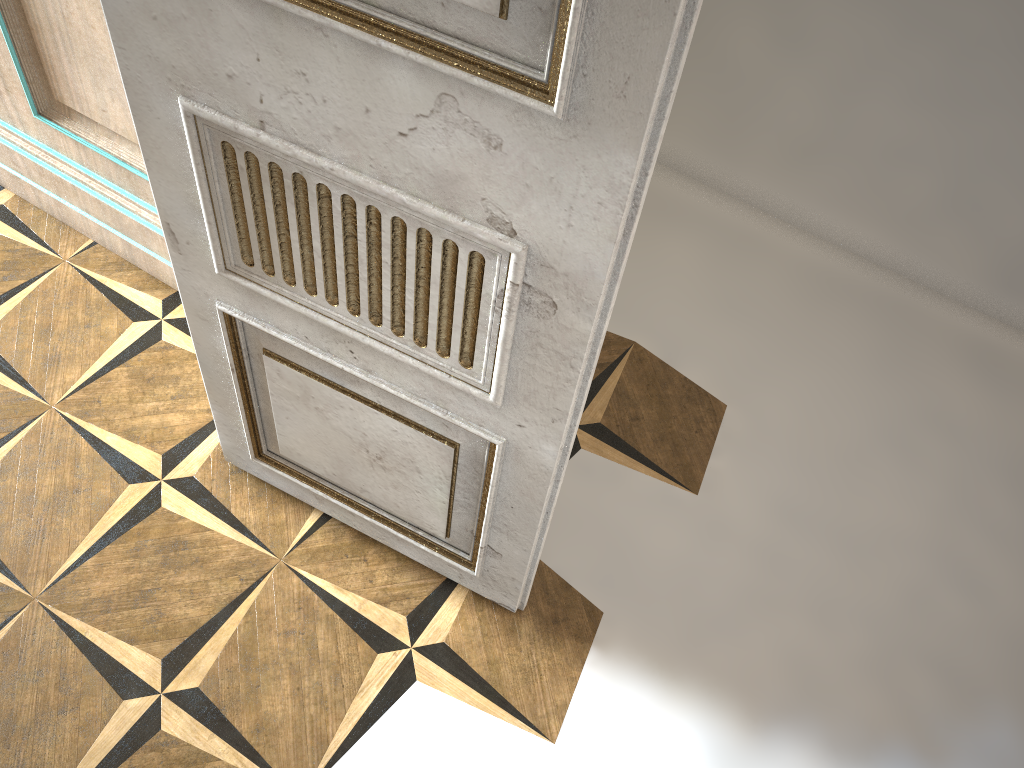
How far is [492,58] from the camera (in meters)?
0.91

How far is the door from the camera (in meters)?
0.91

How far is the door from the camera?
0.9 meters
